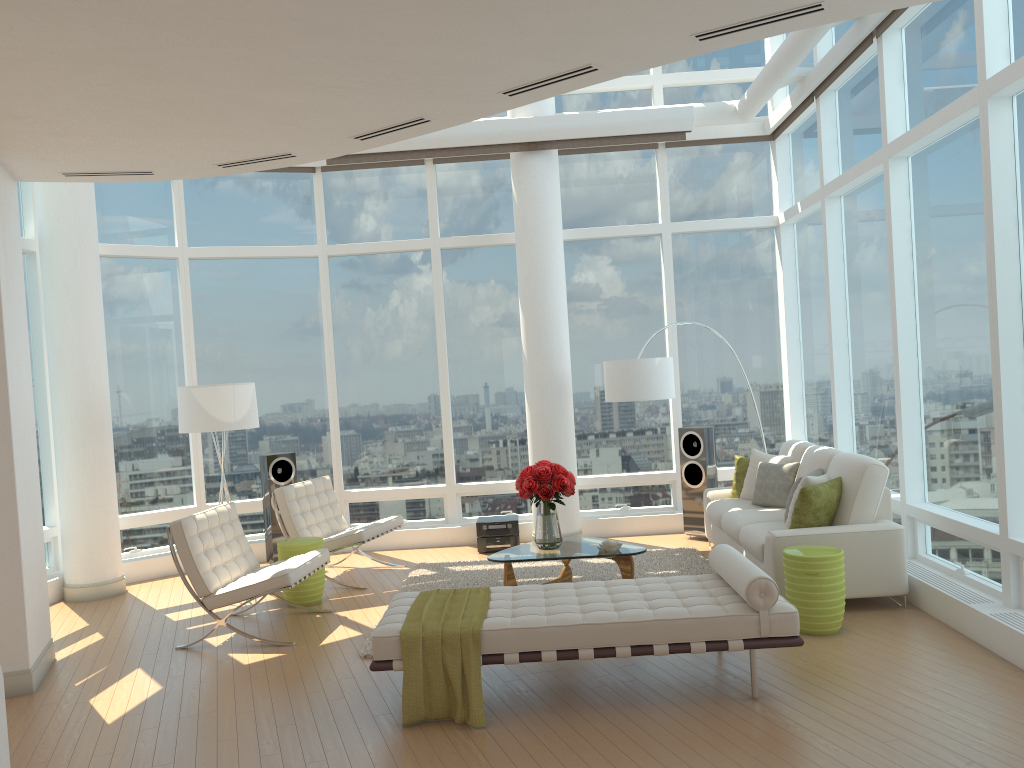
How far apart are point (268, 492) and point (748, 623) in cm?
571

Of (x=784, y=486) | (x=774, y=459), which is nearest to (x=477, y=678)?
(x=784, y=486)

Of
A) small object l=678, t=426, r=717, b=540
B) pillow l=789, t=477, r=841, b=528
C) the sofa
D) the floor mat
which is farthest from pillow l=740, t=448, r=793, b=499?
pillow l=789, t=477, r=841, b=528

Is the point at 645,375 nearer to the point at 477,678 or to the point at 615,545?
the point at 615,545

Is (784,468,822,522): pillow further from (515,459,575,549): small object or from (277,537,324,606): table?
(277,537,324,606): table

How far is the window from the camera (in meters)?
5.96

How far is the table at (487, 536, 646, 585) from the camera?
6.8 meters

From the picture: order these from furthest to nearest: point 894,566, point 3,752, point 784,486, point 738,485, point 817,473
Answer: point 738,485 < point 784,486 < point 817,473 < point 894,566 < point 3,752

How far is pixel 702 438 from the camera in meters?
9.0

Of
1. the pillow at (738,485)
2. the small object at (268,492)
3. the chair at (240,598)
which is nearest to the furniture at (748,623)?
the chair at (240,598)
